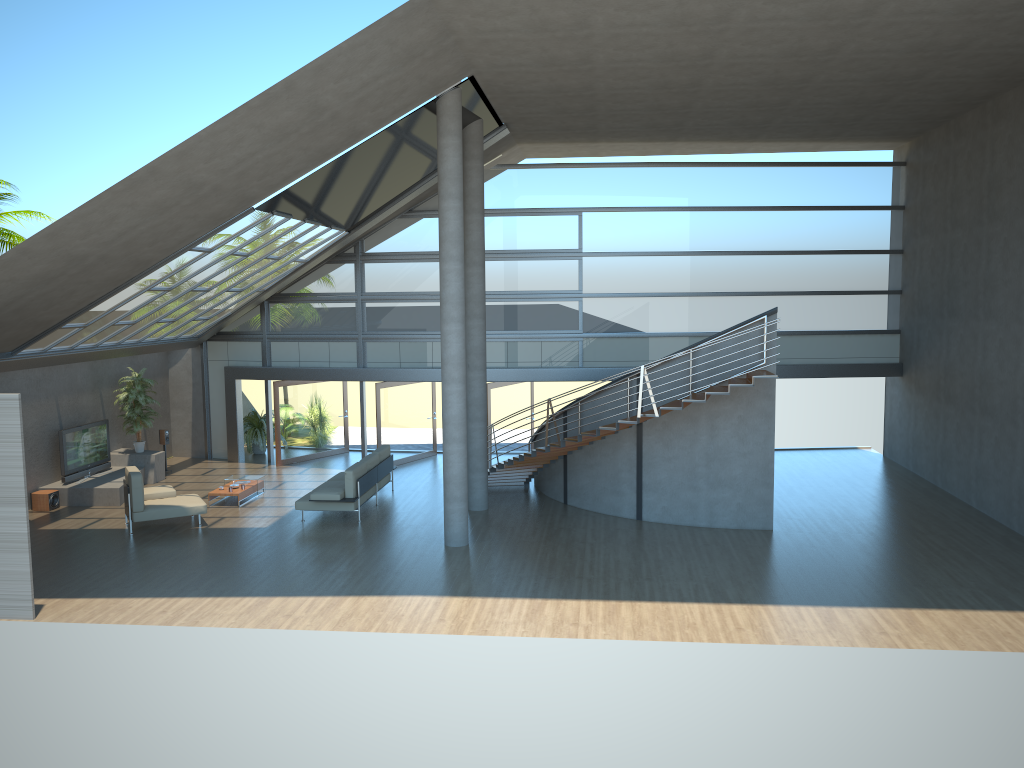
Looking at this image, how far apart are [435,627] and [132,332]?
9.95m

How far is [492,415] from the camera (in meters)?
19.58

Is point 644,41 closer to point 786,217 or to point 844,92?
point 844,92

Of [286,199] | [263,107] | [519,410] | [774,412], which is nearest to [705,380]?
[774,412]

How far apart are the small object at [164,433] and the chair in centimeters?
465cm

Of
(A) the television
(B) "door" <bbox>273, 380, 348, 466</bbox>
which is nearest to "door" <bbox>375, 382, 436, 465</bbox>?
(B) "door" <bbox>273, 380, 348, 466</bbox>

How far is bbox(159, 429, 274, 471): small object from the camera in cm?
1978

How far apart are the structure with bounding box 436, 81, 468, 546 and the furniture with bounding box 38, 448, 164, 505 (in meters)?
7.00

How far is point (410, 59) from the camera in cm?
1117

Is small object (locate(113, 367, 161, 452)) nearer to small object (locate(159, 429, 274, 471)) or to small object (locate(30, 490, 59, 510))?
small object (locate(159, 429, 274, 471))
